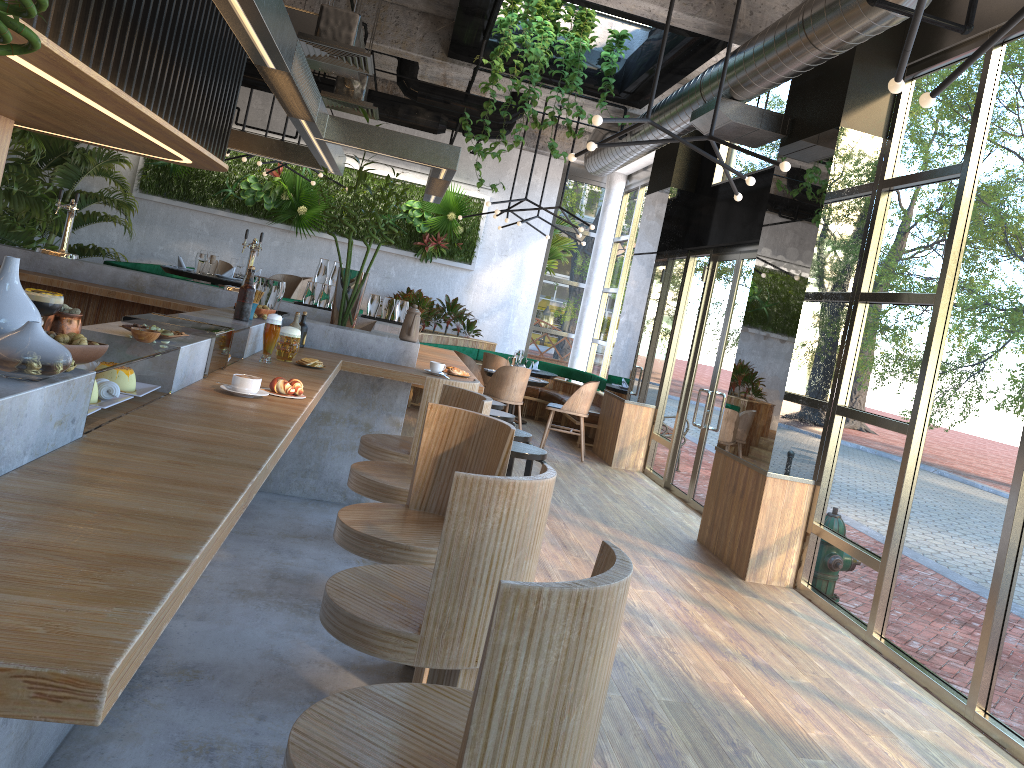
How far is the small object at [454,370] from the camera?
5.5m

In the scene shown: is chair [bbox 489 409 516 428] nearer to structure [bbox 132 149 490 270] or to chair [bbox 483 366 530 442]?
chair [bbox 483 366 530 442]

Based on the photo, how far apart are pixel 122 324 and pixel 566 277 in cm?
1103

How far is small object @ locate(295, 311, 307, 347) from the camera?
5.2m

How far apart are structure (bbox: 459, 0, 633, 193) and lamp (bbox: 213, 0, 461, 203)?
1.3m

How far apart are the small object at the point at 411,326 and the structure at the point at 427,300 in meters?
5.7 m

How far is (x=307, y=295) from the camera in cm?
737

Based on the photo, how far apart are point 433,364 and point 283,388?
2.09m

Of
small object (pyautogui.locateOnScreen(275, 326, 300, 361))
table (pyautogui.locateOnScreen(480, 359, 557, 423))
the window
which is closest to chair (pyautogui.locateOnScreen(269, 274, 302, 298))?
table (pyautogui.locateOnScreen(480, 359, 557, 423))

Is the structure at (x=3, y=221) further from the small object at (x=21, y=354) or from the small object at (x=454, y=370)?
the small object at (x=21, y=354)
